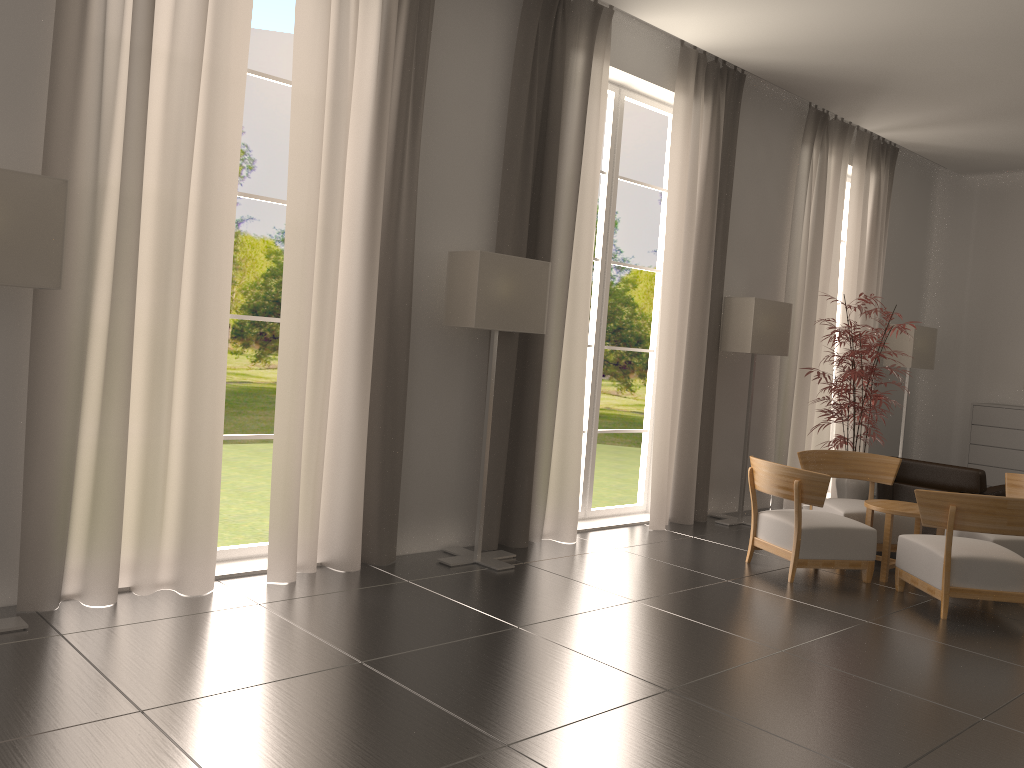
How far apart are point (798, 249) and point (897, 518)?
4.8 meters

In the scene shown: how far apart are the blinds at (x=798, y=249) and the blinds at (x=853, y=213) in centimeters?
51cm

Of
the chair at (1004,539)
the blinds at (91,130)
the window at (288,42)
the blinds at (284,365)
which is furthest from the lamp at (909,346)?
the window at (288,42)

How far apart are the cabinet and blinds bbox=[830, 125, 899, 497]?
2.4 meters

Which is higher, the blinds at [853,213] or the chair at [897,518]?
the blinds at [853,213]

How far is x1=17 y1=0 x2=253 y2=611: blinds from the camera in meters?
6.6 m

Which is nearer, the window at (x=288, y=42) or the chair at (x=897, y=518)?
the chair at (x=897, y=518)

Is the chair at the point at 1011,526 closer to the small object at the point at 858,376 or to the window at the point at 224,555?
the small object at the point at 858,376

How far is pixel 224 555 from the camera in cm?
836

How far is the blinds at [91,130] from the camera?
6.6 meters
